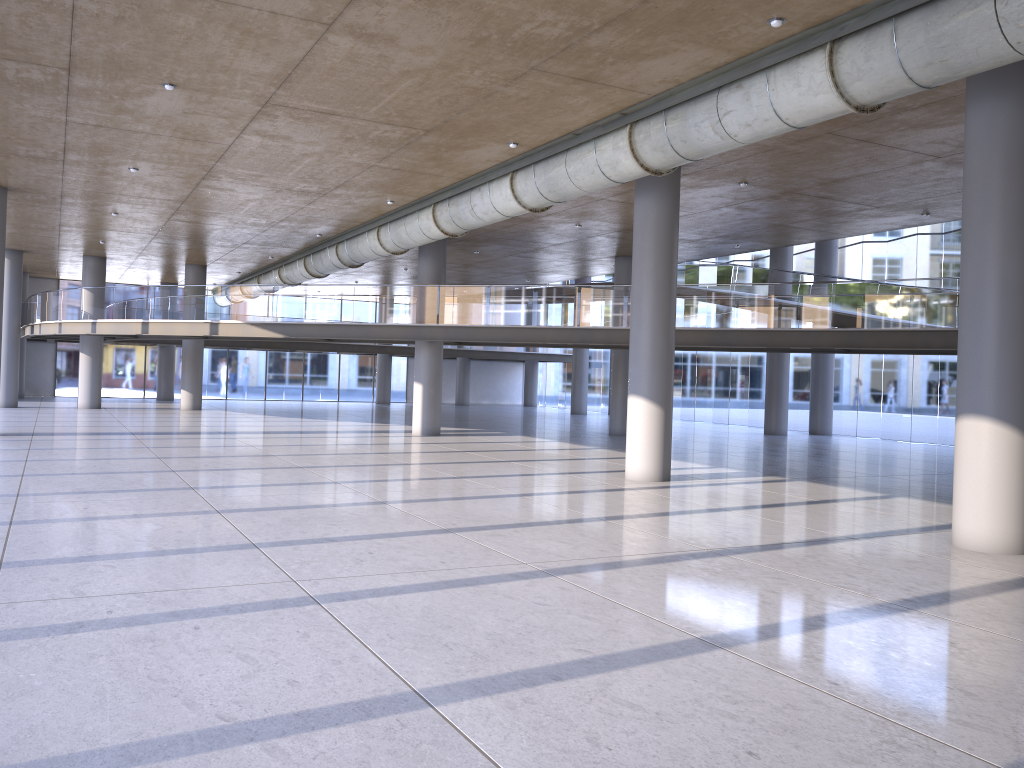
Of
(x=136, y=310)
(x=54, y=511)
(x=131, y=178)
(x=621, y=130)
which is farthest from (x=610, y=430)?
(x=54, y=511)
